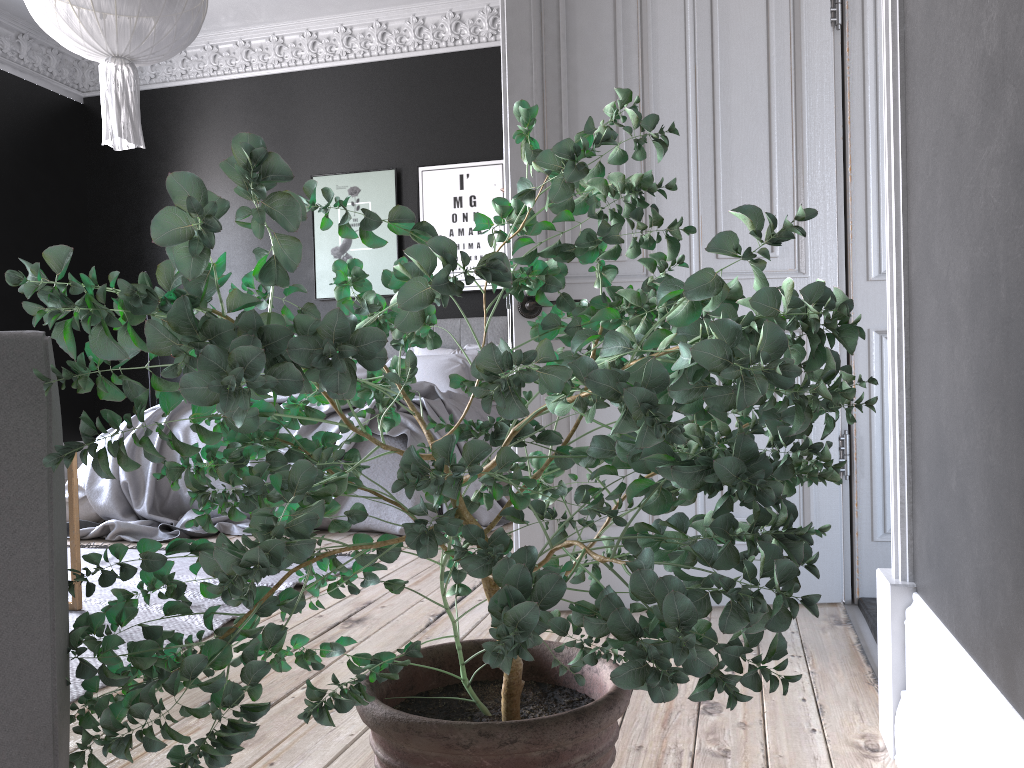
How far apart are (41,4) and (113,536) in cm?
248

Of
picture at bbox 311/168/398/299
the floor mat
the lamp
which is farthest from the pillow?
the lamp

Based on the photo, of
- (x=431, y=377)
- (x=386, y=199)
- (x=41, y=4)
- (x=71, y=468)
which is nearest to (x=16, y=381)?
(x=71, y=468)

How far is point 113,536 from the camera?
4.46m

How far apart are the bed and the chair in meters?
3.4 m

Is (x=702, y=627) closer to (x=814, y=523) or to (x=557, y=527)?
(x=557, y=527)

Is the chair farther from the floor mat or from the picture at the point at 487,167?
the picture at the point at 487,167

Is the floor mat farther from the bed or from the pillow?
the pillow

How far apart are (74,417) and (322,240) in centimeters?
284cm

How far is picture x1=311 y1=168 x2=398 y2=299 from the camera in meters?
7.5
